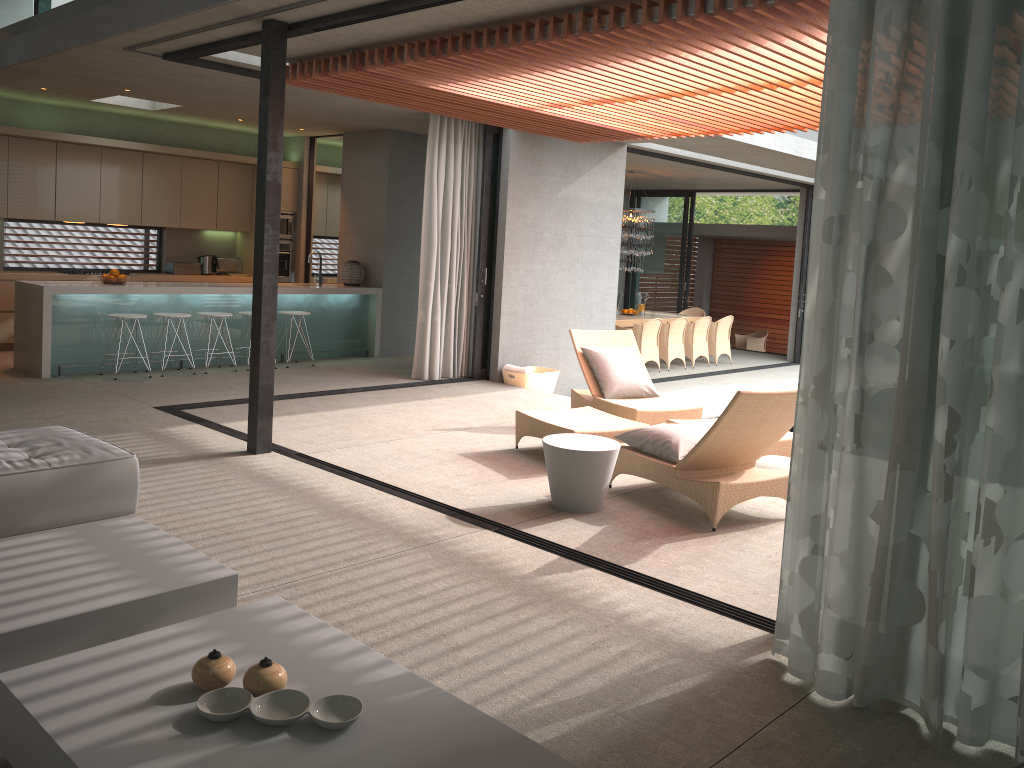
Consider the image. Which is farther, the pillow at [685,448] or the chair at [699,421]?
the chair at [699,421]

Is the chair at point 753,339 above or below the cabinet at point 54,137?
below

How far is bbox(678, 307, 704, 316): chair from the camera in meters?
16.9

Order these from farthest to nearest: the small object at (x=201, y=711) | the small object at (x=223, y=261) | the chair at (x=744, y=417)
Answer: the small object at (x=223, y=261), the chair at (x=744, y=417), the small object at (x=201, y=711)

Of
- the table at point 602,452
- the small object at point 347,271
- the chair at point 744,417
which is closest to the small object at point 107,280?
the small object at point 347,271

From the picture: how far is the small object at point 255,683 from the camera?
2.5m

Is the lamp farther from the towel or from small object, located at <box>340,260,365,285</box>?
the towel

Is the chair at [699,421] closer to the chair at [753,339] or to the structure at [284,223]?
the structure at [284,223]

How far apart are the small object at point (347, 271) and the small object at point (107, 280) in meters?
2.9 m

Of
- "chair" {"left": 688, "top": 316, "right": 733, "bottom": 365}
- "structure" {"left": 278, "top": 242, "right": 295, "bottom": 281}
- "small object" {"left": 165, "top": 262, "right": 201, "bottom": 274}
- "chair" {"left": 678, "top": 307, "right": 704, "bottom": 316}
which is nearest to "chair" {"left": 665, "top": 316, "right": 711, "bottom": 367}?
"chair" {"left": 688, "top": 316, "right": 733, "bottom": 365}
